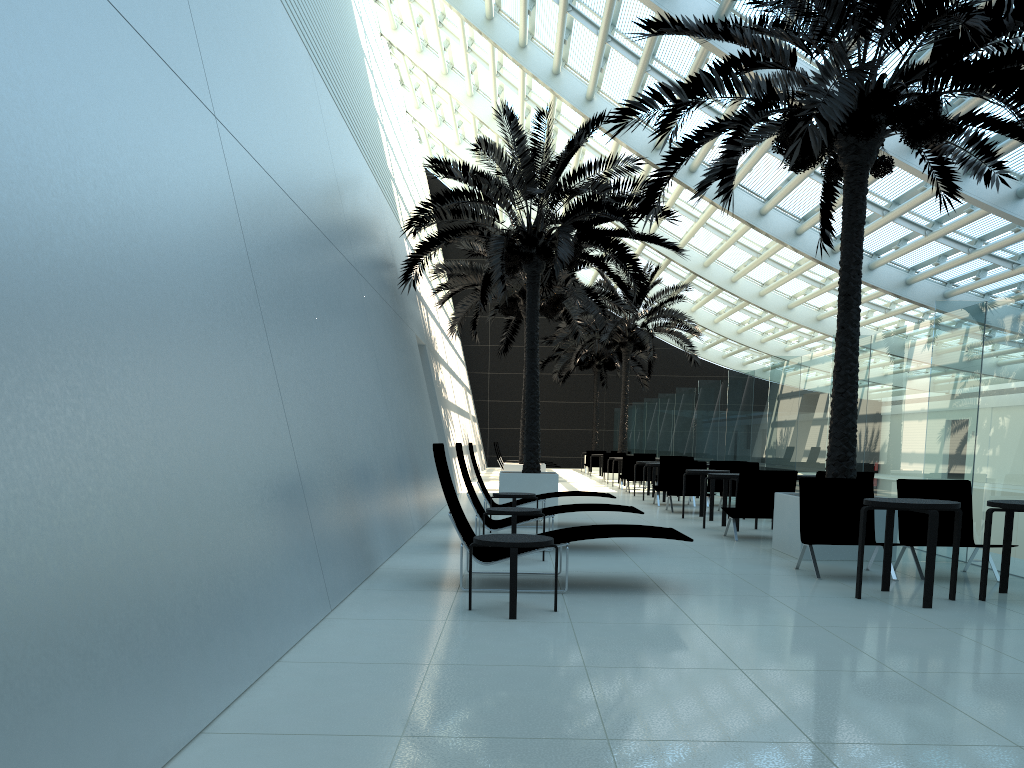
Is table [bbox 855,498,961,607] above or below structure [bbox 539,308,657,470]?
below

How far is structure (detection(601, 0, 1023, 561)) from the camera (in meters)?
8.18

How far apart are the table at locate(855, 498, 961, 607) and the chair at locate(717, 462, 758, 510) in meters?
8.5

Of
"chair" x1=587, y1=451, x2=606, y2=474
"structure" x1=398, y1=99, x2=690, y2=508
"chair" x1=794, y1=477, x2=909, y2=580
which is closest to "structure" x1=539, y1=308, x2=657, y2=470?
"chair" x1=587, y1=451, x2=606, y2=474

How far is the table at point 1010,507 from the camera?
6.5 meters

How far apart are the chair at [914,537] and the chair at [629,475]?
12.9m

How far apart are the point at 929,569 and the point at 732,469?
9.3 meters

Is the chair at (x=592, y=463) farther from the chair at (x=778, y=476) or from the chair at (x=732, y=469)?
the chair at (x=778, y=476)

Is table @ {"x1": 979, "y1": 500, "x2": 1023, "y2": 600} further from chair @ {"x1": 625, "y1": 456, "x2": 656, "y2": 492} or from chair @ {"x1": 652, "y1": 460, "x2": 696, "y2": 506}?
chair @ {"x1": 625, "y1": 456, "x2": 656, "y2": 492}

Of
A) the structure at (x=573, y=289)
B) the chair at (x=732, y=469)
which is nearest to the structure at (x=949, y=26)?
the chair at (x=732, y=469)
